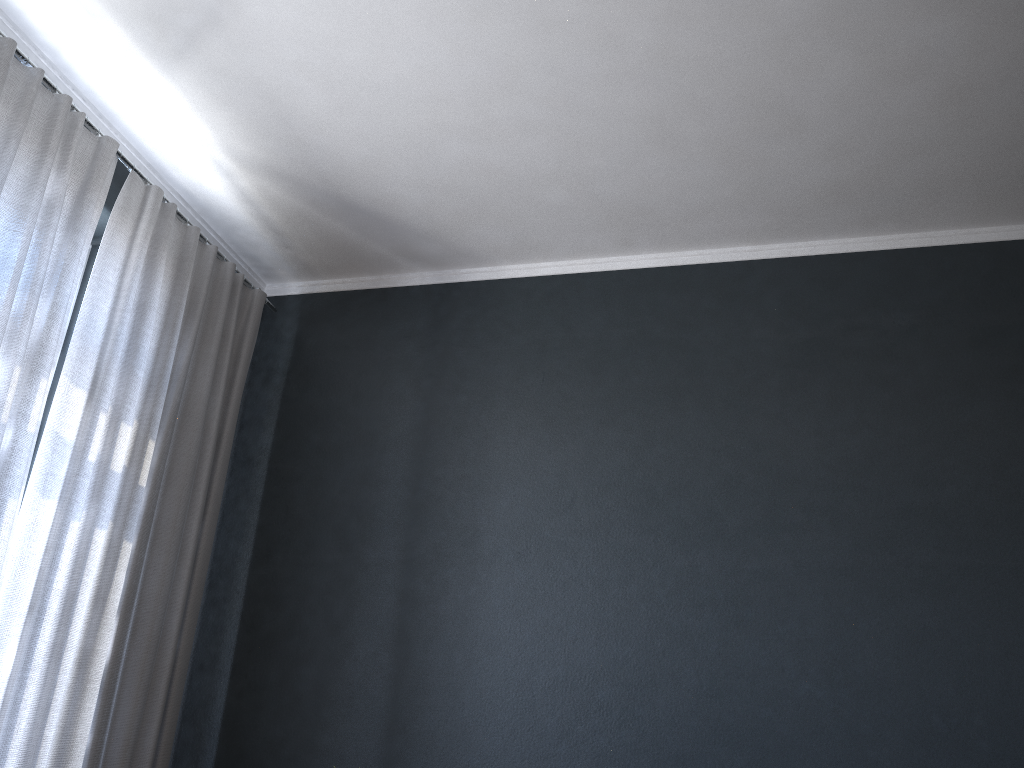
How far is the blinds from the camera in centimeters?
248cm

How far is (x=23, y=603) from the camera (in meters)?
2.48

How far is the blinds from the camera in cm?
248

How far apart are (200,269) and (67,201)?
0.66m
